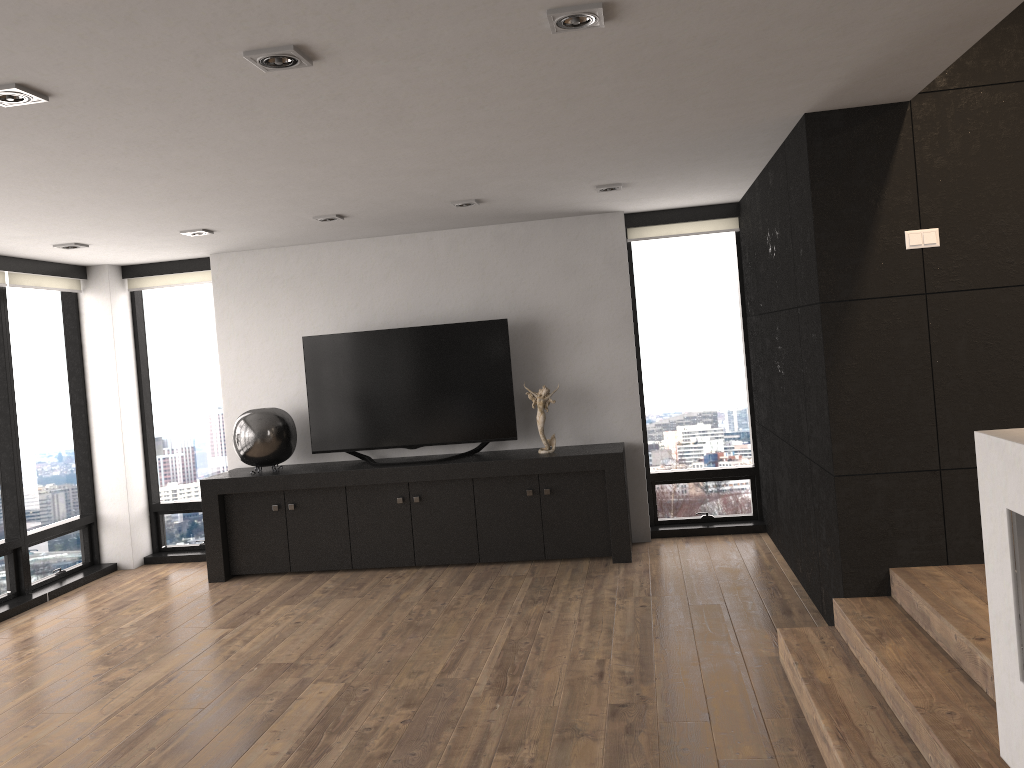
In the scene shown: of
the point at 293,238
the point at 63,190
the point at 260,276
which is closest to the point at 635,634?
the point at 63,190

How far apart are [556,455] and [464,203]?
1.8 meters

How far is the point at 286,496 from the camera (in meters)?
6.42

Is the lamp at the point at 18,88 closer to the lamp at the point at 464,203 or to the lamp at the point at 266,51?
the lamp at the point at 266,51

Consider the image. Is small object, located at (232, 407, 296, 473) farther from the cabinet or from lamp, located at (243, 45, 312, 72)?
lamp, located at (243, 45, 312, 72)

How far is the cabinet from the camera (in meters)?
6.10

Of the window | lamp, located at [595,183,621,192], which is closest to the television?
the window

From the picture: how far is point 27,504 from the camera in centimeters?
650cm

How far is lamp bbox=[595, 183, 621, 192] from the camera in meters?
5.3 m

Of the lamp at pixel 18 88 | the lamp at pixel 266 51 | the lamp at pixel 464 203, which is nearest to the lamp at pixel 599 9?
the lamp at pixel 266 51
